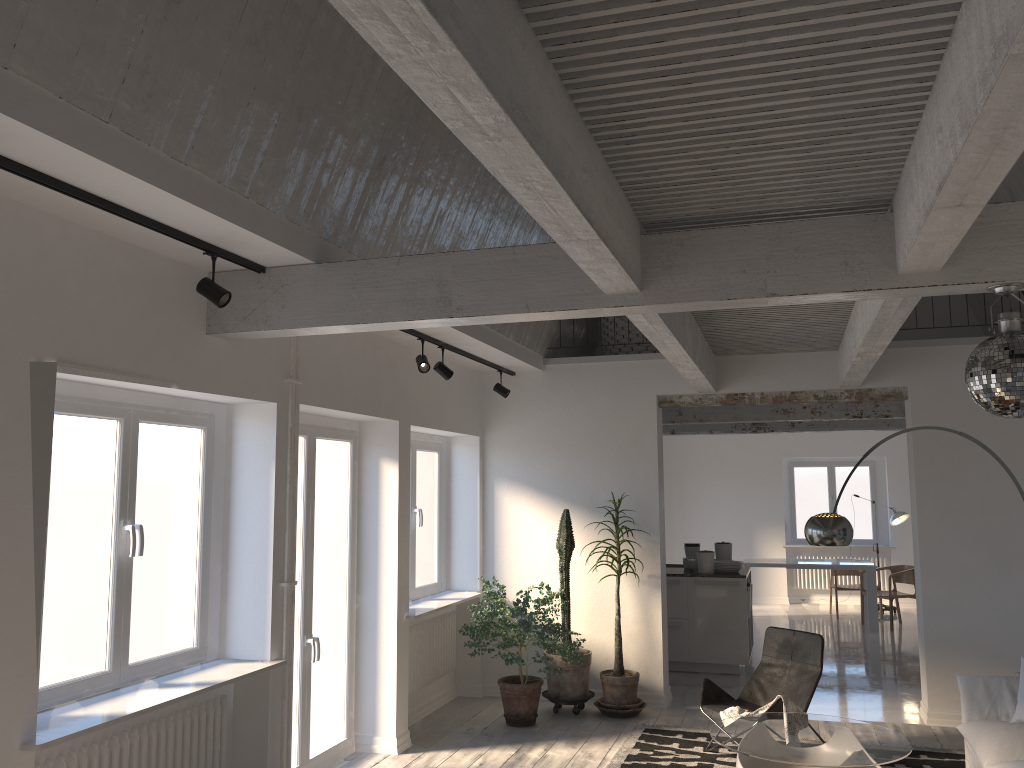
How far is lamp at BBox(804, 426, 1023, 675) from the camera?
5.9m

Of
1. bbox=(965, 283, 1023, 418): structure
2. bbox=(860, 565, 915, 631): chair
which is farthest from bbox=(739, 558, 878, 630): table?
bbox=(965, 283, 1023, 418): structure

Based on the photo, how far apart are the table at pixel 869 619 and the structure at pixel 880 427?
1.9m

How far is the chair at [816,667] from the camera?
6.2 meters

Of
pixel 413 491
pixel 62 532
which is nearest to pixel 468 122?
pixel 62 532

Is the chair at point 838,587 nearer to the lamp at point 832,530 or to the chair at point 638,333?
the chair at point 638,333

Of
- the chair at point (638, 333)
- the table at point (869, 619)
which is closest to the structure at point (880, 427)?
the table at point (869, 619)

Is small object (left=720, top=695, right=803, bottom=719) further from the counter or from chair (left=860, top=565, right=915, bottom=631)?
chair (left=860, top=565, right=915, bottom=631)

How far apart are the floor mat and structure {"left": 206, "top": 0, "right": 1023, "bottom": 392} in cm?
269

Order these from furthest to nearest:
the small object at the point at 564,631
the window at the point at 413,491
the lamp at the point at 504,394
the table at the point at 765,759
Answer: the lamp at the point at 504,394 → the window at the point at 413,491 → the small object at the point at 564,631 → the table at the point at 765,759
